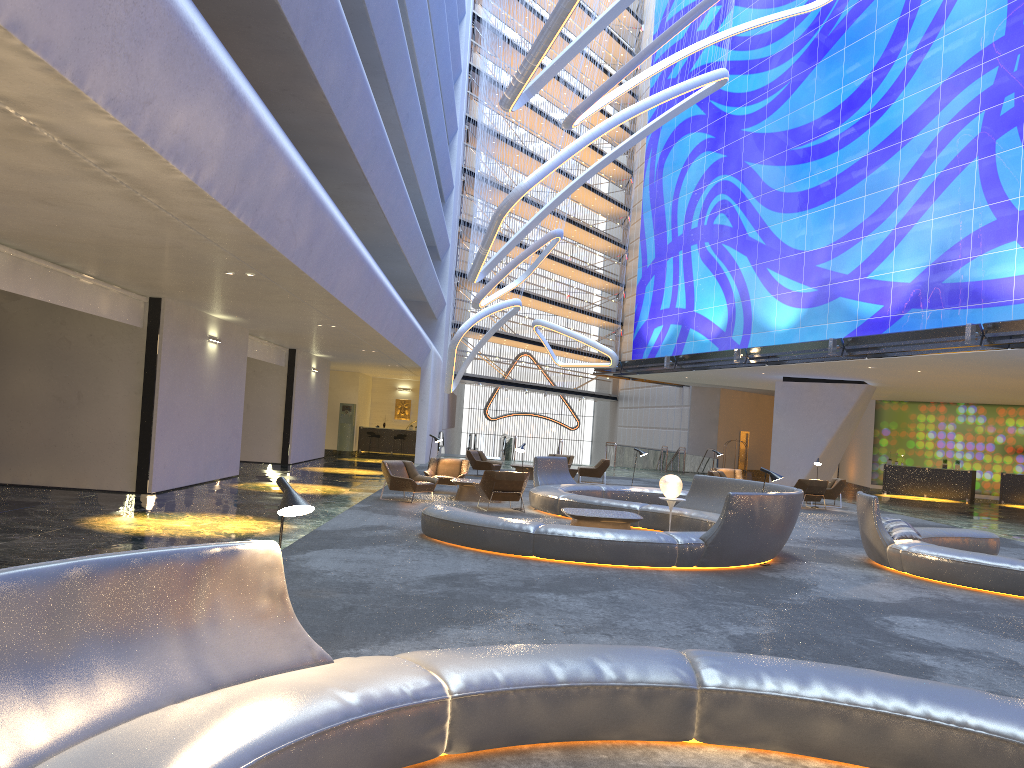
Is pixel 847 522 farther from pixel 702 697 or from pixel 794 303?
pixel 702 697

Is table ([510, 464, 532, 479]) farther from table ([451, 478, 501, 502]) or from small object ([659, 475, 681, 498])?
small object ([659, 475, 681, 498])

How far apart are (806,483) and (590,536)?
13.17m

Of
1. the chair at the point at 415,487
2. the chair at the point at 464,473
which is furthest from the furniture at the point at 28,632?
the chair at the point at 464,473

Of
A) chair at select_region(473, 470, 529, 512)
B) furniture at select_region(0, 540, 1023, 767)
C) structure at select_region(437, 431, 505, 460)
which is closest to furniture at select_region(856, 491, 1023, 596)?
chair at select_region(473, 470, 529, 512)

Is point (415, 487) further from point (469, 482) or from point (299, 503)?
point (299, 503)

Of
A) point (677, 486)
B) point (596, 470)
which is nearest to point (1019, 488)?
point (596, 470)

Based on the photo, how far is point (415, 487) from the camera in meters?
16.9

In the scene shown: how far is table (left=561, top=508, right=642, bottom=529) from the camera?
12.74m

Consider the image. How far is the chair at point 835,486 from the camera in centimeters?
2350cm
